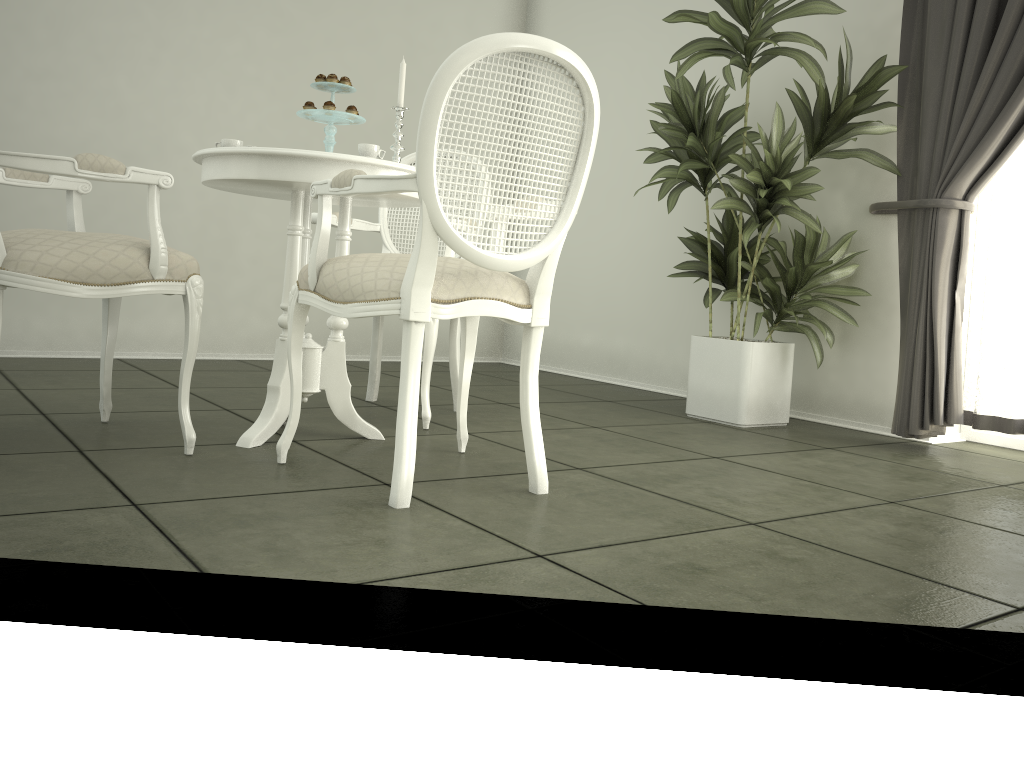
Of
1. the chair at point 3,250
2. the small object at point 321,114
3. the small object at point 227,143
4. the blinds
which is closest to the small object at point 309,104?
the small object at point 321,114

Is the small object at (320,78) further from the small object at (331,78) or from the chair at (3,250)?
the chair at (3,250)

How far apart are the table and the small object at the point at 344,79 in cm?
34

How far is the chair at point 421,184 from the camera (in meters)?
1.88

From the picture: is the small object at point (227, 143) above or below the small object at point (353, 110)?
below

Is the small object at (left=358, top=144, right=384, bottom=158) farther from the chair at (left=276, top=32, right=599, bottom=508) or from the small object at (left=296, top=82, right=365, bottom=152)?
the chair at (left=276, top=32, right=599, bottom=508)

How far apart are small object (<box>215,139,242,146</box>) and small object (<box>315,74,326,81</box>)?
0.3m

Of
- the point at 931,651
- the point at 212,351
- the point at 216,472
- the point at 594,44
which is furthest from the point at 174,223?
the point at 931,651

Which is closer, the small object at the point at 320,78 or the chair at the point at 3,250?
the chair at the point at 3,250

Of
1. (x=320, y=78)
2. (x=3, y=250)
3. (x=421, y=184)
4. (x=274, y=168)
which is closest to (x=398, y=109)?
(x=320, y=78)
